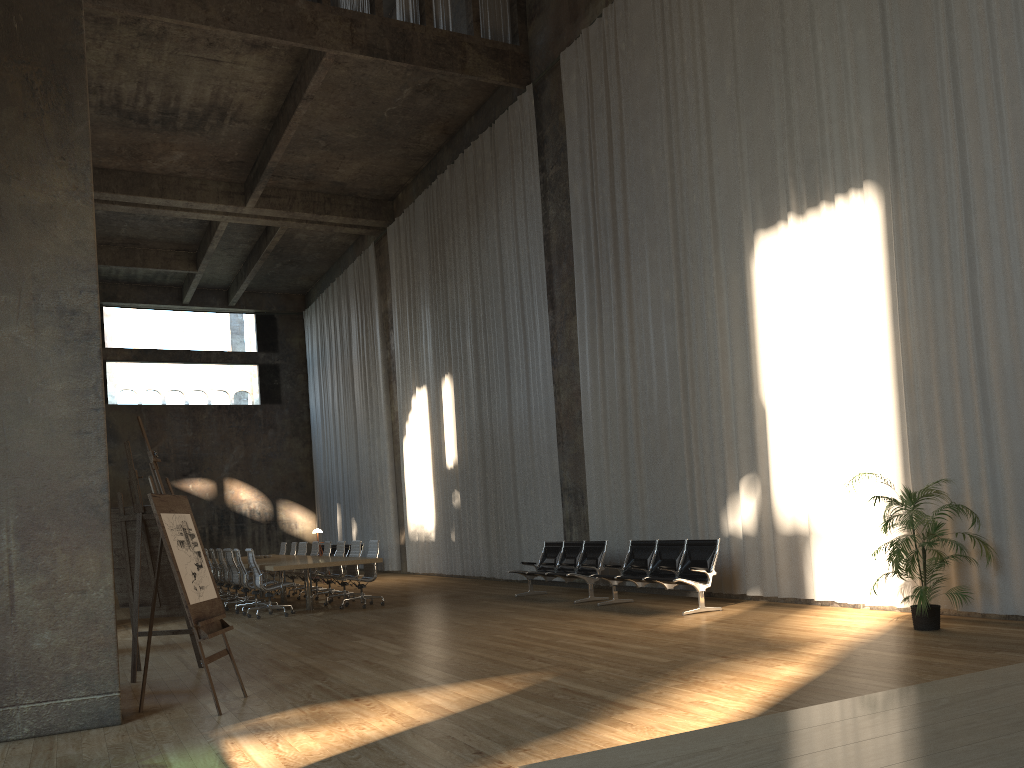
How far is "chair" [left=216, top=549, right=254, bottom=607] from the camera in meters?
15.1 m

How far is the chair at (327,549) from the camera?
15.89m

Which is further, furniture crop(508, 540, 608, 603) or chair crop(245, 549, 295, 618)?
chair crop(245, 549, 295, 618)

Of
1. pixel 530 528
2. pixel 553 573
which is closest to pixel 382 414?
pixel 530 528

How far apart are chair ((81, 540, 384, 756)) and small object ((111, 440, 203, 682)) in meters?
5.3

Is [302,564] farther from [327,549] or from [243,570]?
[327,549]

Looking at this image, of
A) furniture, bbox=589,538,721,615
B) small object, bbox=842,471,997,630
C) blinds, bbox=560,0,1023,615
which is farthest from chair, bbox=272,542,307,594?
small object, bbox=842,471,997,630

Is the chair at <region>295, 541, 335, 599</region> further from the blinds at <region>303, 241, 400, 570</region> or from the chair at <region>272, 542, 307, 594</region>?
the blinds at <region>303, 241, 400, 570</region>

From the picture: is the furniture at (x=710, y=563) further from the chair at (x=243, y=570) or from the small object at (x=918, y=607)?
the chair at (x=243, y=570)

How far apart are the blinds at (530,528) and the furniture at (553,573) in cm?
119
